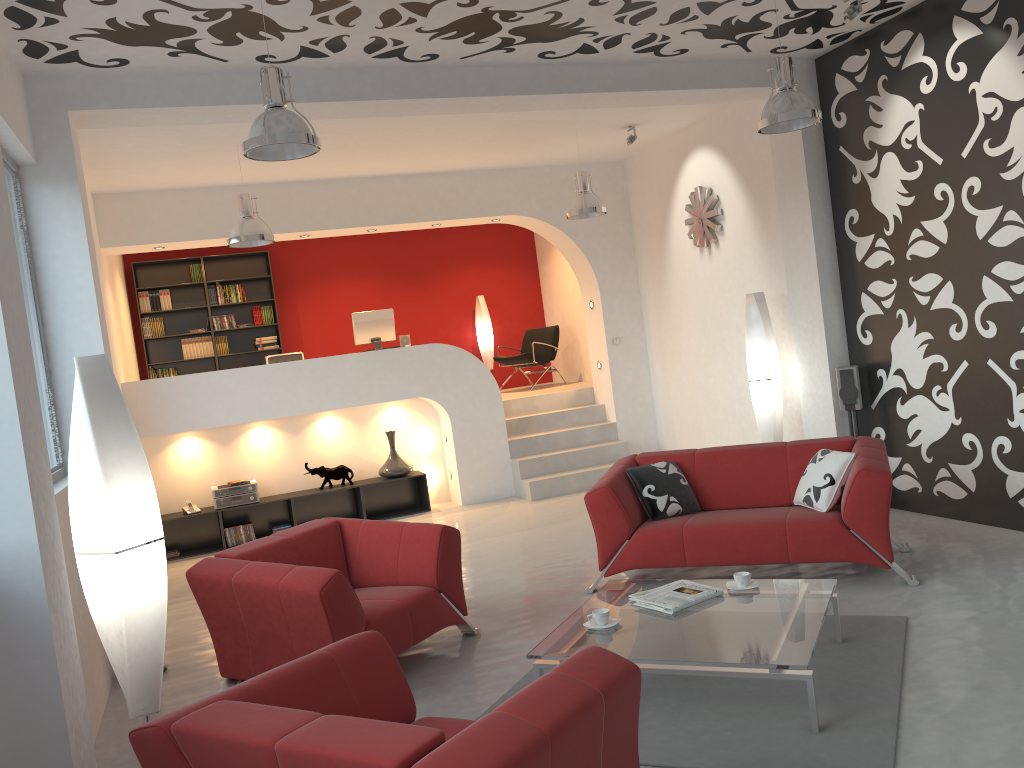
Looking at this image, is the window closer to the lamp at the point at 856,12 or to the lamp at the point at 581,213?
the lamp at the point at 581,213

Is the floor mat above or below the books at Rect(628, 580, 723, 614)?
below

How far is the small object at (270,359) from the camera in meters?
9.2

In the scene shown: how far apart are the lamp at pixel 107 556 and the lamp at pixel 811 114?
3.89m

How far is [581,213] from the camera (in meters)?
8.02

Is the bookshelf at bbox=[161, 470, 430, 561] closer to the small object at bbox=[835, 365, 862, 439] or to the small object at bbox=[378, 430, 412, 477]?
the small object at bbox=[378, 430, 412, 477]

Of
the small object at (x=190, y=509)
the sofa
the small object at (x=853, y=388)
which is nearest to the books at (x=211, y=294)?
the small object at (x=190, y=509)

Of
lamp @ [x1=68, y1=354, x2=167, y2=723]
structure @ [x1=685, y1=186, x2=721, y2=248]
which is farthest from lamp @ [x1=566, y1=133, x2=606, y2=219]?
lamp @ [x1=68, y1=354, x2=167, y2=723]

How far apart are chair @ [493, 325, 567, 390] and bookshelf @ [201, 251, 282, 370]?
2.88m

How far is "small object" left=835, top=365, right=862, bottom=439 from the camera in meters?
6.7 m
